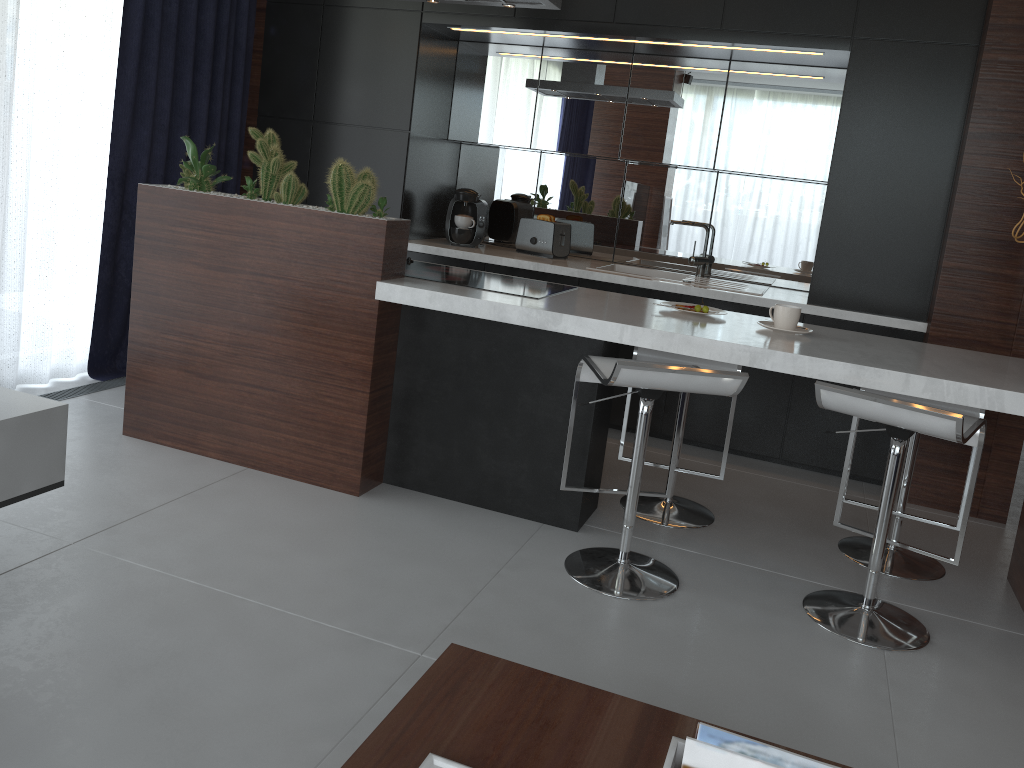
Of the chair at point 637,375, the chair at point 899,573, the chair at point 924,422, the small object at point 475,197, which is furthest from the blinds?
the chair at point 899,573

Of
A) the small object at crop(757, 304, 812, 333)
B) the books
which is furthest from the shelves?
the small object at crop(757, 304, 812, 333)

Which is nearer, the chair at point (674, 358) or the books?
the books

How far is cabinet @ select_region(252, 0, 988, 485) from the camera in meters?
3.7

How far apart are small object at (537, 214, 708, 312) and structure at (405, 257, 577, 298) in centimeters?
51cm

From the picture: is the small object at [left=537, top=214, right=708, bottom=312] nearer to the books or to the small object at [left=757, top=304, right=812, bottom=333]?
the small object at [left=757, top=304, right=812, bottom=333]

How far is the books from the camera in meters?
1.3

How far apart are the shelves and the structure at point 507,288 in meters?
1.4

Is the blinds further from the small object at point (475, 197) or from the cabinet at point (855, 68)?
the small object at point (475, 197)

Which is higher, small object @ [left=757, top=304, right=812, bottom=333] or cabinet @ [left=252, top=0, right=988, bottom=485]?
cabinet @ [left=252, top=0, right=988, bottom=485]
